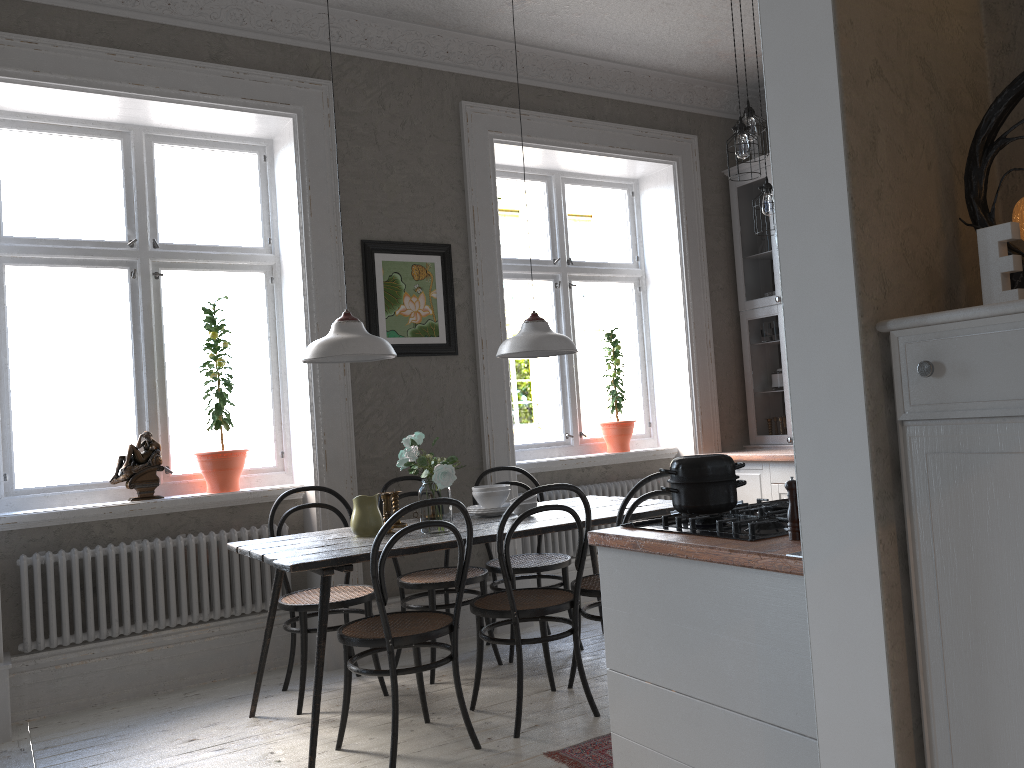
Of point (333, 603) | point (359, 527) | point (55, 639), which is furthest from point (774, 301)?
point (55, 639)

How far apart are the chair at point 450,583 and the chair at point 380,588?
0.59m

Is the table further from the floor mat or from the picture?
the picture

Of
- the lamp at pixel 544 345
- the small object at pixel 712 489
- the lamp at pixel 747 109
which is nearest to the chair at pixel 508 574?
the lamp at pixel 544 345

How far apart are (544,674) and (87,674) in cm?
210

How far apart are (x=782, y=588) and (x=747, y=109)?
3.0 meters

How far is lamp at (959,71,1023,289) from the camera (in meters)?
1.56

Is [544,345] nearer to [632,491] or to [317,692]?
[632,491]

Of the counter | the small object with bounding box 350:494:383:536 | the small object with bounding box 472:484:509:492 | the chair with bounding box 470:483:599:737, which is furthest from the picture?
the counter

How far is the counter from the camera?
1.8m
